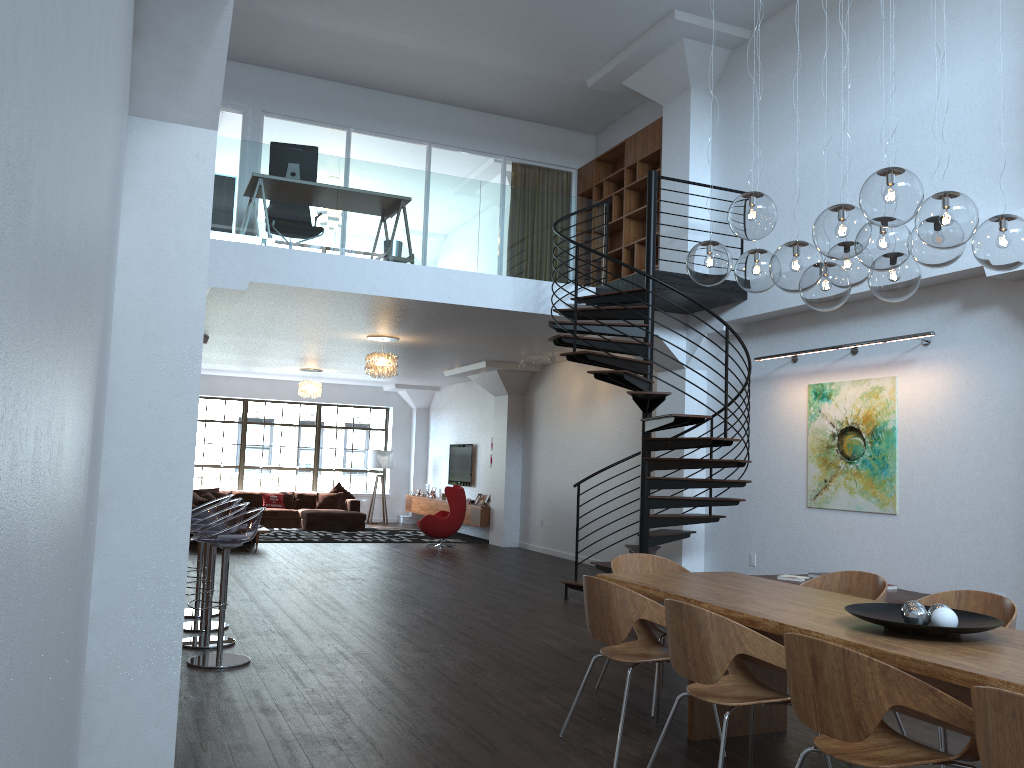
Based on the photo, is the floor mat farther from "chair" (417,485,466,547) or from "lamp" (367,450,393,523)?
"lamp" (367,450,393,523)

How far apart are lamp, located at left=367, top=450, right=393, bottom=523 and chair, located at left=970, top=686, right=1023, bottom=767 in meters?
17.0

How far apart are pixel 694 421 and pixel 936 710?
5.3 meters

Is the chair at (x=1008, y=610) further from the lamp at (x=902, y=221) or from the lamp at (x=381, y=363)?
the lamp at (x=381, y=363)

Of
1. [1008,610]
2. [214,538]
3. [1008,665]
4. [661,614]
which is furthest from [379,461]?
[1008,665]

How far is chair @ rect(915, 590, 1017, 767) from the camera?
4.2m

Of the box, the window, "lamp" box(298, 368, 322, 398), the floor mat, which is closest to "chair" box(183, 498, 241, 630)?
the floor mat

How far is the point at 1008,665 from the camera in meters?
3.0

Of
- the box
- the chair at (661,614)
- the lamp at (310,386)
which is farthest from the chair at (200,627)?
the box

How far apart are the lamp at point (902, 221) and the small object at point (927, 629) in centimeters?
138cm
